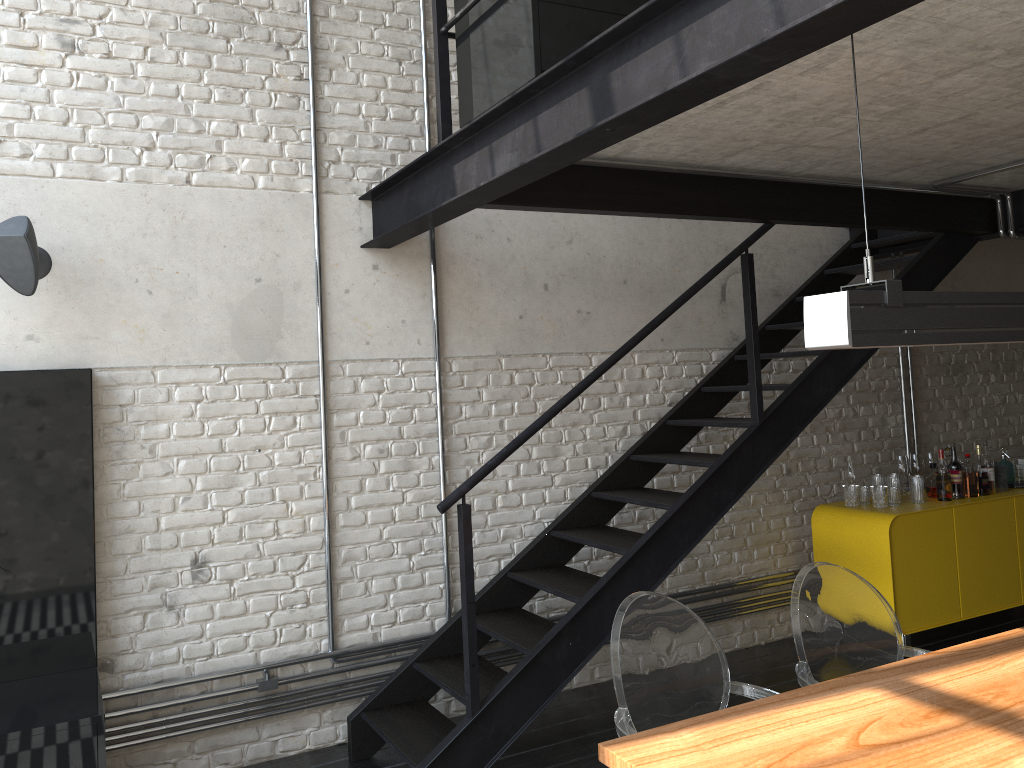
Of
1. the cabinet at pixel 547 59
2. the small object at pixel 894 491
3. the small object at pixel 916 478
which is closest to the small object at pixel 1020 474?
the small object at pixel 916 478

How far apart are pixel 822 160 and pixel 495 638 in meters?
2.5 m

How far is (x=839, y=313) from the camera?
1.9m

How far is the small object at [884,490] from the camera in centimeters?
506cm

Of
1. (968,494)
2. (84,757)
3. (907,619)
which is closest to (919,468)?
(968,494)

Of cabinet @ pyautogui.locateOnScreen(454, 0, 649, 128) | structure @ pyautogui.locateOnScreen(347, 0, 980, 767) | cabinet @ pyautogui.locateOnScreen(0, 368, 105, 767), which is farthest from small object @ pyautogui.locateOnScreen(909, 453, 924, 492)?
cabinet @ pyautogui.locateOnScreen(0, 368, 105, 767)

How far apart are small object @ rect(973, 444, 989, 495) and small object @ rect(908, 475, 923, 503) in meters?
0.5

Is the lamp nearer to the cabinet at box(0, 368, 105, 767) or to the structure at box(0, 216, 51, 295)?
the cabinet at box(0, 368, 105, 767)

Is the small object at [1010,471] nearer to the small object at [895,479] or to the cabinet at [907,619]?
the cabinet at [907,619]

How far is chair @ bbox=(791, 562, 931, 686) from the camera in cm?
279
